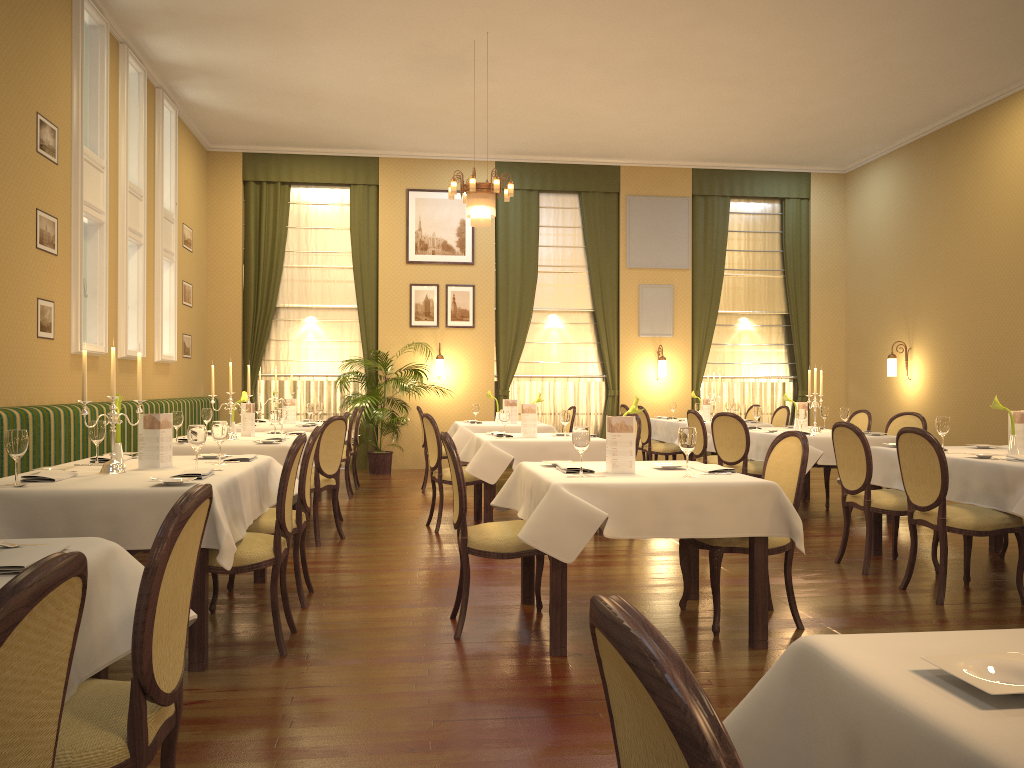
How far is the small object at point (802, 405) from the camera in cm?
847

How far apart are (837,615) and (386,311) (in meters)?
8.97

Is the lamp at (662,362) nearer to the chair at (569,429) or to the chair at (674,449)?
the chair at (674,449)

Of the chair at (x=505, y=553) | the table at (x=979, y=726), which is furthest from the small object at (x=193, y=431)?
the table at (x=979, y=726)

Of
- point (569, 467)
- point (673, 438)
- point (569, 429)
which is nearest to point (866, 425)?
point (673, 438)

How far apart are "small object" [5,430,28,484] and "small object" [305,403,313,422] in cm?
584

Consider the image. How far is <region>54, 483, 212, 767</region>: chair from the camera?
1.74m

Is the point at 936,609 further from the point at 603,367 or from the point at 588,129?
the point at 603,367

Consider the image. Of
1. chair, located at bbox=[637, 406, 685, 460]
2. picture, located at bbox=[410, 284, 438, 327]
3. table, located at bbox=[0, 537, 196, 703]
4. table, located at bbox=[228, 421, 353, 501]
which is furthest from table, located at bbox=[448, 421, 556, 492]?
table, located at bbox=[0, 537, 196, 703]

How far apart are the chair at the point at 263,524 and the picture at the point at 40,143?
3.57m
